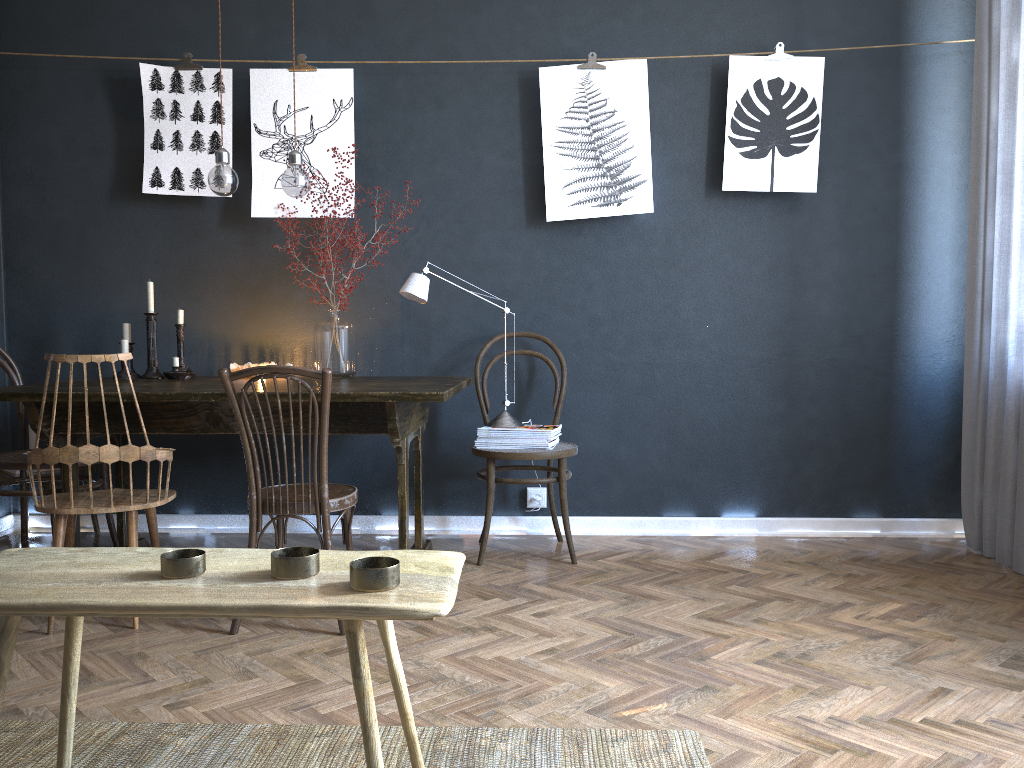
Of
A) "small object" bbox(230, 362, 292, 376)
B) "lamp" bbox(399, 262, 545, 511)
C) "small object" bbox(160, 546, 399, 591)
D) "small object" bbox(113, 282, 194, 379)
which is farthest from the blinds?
"small object" bbox(113, 282, 194, 379)

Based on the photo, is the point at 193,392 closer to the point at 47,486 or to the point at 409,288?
the point at 409,288

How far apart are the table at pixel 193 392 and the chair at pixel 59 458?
0.1m

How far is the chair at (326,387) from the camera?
2.55m

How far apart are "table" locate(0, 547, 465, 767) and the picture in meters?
2.6

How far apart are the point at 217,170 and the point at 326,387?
1.2m

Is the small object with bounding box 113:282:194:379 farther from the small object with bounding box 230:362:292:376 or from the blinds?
the blinds

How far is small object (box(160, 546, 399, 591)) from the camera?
1.2m

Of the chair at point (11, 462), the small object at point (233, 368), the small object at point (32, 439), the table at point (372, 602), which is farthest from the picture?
the table at point (372, 602)

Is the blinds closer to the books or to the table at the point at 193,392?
the books
